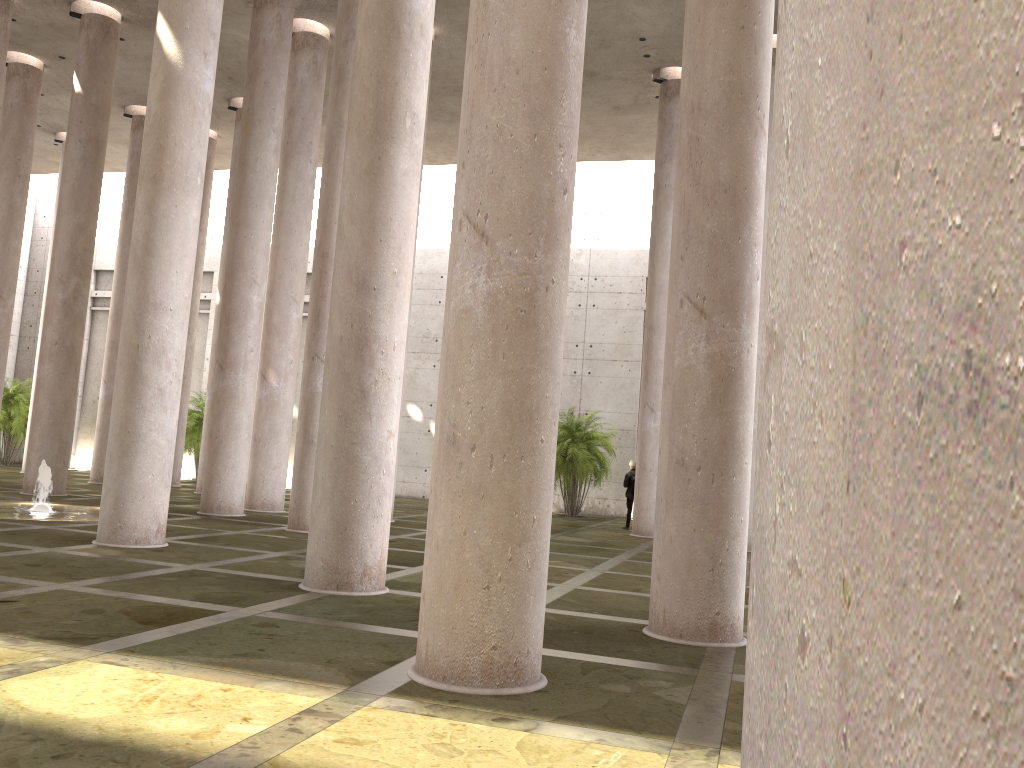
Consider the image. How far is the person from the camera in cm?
2137

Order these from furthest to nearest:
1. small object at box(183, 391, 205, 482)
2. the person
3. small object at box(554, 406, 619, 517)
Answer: small object at box(183, 391, 205, 482) < small object at box(554, 406, 619, 517) < the person

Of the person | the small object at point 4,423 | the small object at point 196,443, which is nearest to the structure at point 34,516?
the person

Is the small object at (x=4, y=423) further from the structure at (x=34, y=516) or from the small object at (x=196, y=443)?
the structure at (x=34, y=516)

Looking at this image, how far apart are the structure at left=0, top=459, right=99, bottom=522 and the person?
11.6m

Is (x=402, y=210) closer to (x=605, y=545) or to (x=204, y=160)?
(x=204, y=160)

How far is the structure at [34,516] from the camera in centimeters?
1373cm

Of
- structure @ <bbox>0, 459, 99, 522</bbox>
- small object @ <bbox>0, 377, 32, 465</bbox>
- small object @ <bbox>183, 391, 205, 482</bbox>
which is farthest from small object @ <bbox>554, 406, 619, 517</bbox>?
small object @ <bbox>0, 377, 32, 465</bbox>

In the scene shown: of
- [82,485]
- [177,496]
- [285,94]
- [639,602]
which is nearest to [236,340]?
[285,94]

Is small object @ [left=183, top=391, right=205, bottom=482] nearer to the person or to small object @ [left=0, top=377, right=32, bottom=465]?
small object @ [left=0, top=377, right=32, bottom=465]
